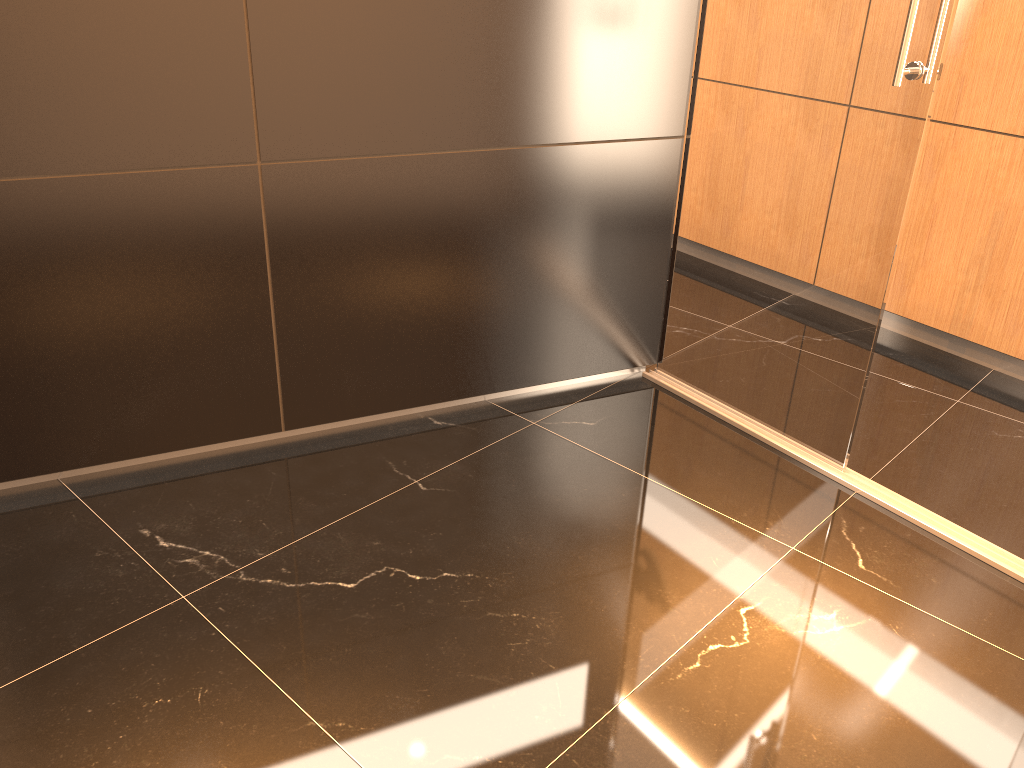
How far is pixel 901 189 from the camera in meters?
2.5 m

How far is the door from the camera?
Result: 2.49m

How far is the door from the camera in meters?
2.5 m

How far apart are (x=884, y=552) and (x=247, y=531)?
1.8 meters
